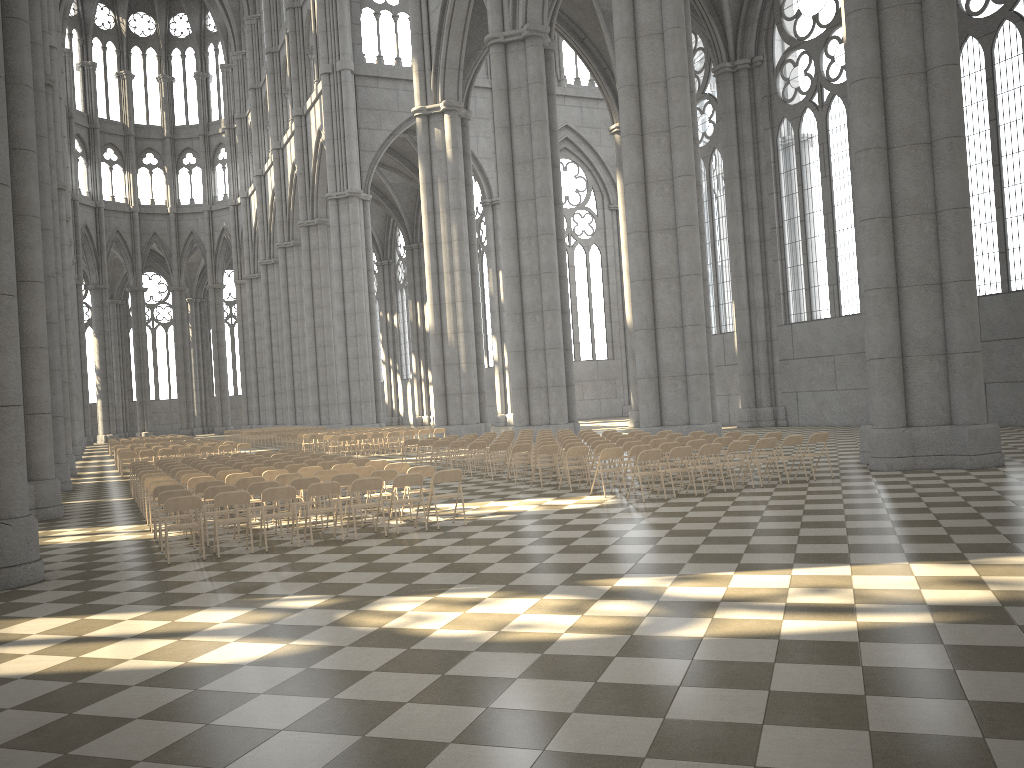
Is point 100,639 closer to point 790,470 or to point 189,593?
point 189,593

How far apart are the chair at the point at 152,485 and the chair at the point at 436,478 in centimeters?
483cm

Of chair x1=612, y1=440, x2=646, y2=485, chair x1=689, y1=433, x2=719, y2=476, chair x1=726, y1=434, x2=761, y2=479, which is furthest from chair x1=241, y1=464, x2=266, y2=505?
chair x1=726, y1=434, x2=761, y2=479

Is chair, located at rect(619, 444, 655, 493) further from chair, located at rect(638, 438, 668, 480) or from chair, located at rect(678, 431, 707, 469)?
chair, located at rect(678, 431, 707, 469)

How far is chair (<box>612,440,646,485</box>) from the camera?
16.4 meters

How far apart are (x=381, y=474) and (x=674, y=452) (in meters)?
4.61

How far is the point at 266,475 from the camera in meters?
14.7

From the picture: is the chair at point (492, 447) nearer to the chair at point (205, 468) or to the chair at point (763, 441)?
the chair at point (205, 468)

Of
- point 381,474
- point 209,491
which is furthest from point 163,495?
point 381,474

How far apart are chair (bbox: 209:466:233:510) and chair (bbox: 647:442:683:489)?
8.3 meters
